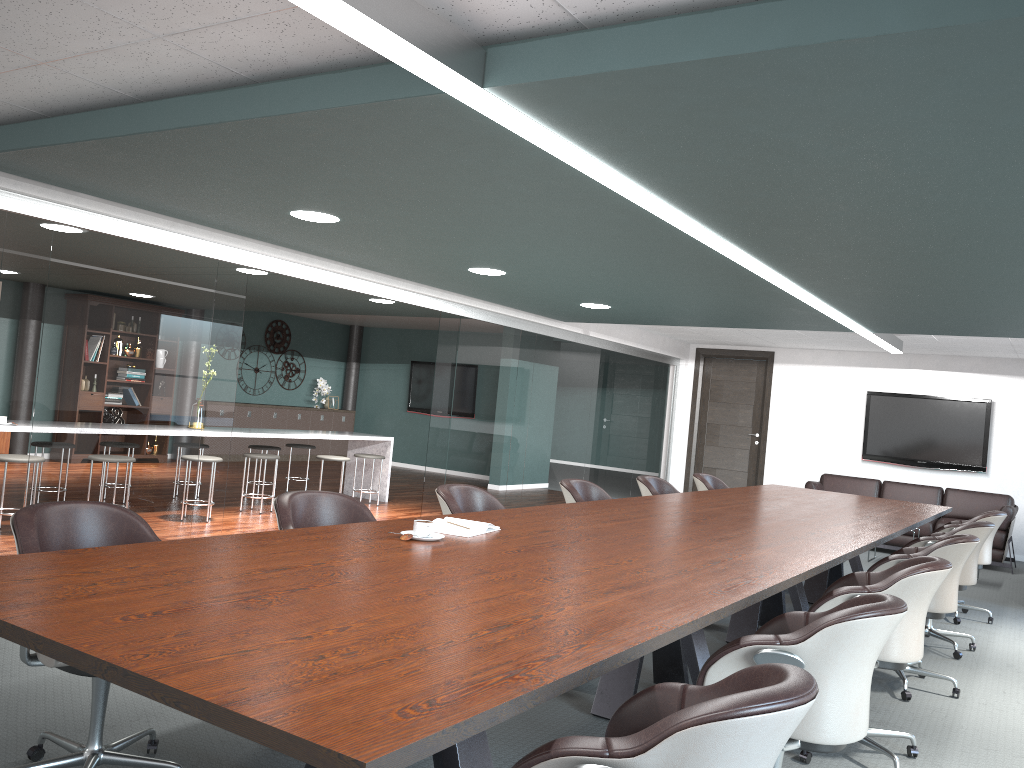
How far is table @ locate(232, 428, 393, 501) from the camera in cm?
816

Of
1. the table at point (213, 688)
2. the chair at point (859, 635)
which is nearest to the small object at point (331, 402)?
the table at point (213, 688)

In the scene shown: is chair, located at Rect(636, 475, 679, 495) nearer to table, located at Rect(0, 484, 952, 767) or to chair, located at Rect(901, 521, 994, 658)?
table, located at Rect(0, 484, 952, 767)

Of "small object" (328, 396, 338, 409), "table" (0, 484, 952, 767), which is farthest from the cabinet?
"table" (0, 484, 952, 767)

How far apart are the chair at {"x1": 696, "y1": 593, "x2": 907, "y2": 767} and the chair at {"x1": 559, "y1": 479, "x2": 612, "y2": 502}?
2.41m

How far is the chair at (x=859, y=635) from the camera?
2.19m

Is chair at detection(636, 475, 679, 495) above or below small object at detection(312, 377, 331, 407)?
below

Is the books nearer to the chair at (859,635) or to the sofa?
the chair at (859,635)

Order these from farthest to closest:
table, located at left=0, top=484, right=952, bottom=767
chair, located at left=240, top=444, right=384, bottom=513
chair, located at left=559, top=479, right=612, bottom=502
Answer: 1. chair, located at left=240, top=444, right=384, bottom=513
2. chair, located at left=559, top=479, right=612, bottom=502
3. table, located at left=0, top=484, right=952, bottom=767

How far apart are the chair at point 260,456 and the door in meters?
5.9
